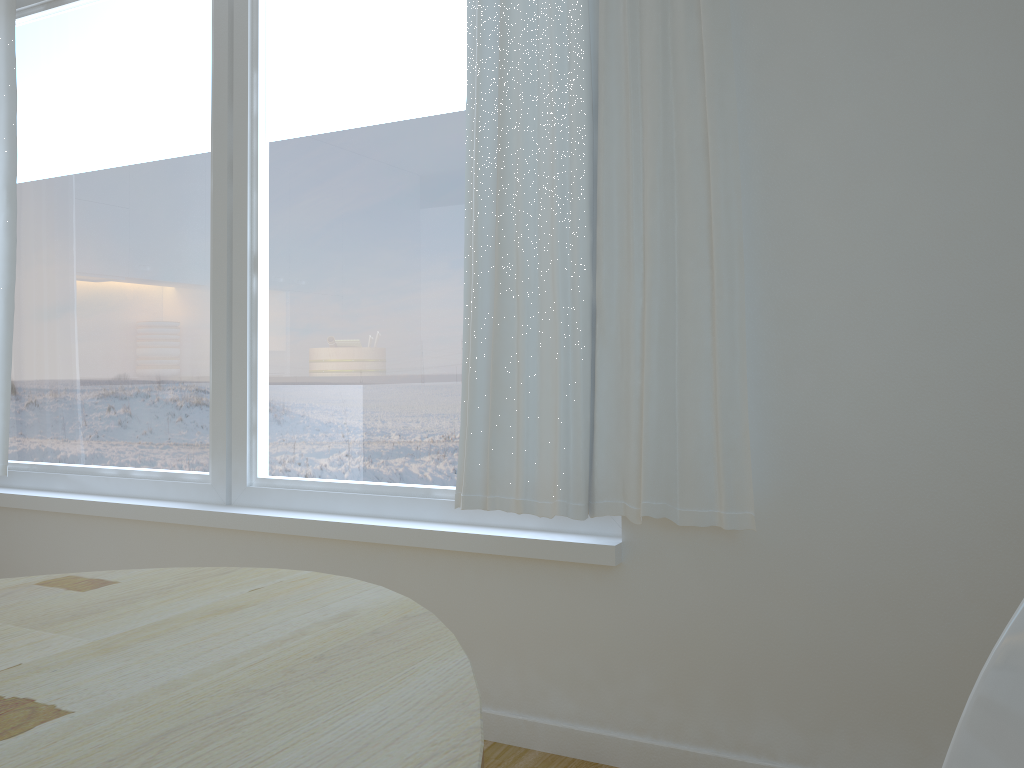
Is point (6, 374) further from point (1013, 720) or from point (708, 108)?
point (1013, 720)

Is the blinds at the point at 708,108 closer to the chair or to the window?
the window

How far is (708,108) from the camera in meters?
2.0

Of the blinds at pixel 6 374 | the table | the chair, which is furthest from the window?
the chair

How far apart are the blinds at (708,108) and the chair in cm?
131

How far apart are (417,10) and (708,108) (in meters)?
1.03

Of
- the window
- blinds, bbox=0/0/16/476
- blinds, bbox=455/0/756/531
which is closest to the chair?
blinds, bbox=455/0/756/531

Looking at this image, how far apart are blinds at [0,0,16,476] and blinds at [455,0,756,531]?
1.9 meters

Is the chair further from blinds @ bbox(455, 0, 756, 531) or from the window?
the window

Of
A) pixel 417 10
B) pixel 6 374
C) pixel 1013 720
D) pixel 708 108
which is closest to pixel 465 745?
pixel 1013 720
